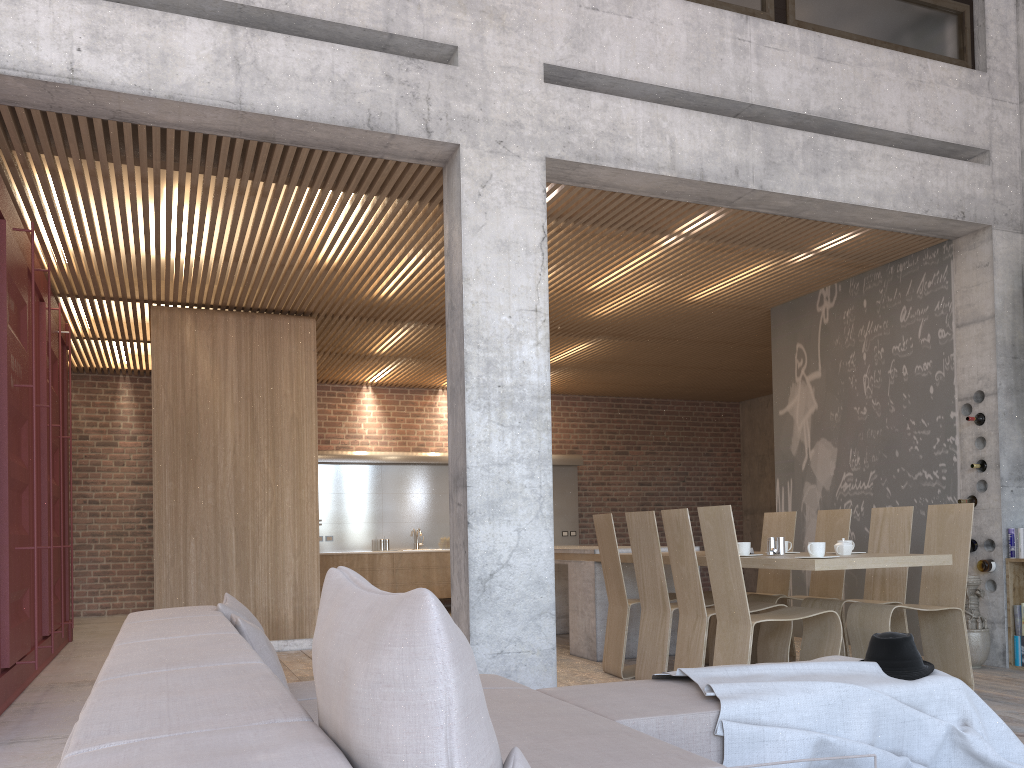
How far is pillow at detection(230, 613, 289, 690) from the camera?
2.6m

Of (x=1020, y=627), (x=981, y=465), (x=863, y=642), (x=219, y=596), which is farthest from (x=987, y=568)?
(x=219, y=596)

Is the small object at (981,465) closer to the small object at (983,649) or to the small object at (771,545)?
the small object at (983,649)

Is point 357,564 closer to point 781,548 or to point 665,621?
point 665,621

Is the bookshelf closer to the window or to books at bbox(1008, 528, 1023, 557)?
books at bbox(1008, 528, 1023, 557)

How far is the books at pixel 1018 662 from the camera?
6.17m

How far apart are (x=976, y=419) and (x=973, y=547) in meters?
0.9 m

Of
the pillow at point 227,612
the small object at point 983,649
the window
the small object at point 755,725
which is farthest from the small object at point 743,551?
the window

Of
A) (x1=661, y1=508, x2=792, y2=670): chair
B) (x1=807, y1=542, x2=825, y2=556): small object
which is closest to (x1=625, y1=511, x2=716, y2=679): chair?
(x1=661, y1=508, x2=792, y2=670): chair

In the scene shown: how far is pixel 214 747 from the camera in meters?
1.0 m
